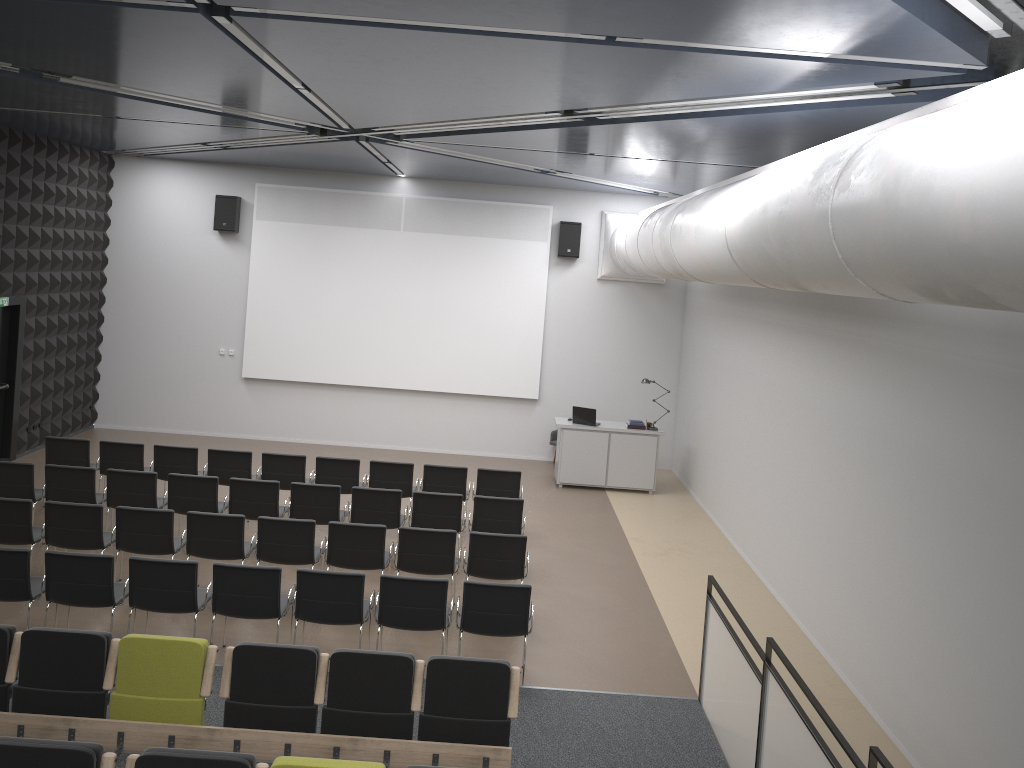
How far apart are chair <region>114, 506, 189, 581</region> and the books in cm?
738

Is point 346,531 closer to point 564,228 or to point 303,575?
point 303,575

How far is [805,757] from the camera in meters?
4.9

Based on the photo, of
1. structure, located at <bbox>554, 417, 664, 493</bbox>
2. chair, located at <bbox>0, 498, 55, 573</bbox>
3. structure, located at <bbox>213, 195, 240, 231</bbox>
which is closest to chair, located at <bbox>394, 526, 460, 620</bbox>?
chair, located at <bbox>0, 498, 55, 573</bbox>

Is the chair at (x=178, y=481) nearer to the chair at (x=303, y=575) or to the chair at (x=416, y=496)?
the chair at (x=416, y=496)

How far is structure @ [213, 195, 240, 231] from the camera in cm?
1512

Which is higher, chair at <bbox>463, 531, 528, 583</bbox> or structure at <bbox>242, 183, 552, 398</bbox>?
structure at <bbox>242, 183, 552, 398</bbox>

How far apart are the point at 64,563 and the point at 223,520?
1.58m

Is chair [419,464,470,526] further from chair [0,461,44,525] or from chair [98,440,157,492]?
chair [0,461,44,525]

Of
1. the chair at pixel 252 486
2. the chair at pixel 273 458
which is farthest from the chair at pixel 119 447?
the chair at pixel 252 486
